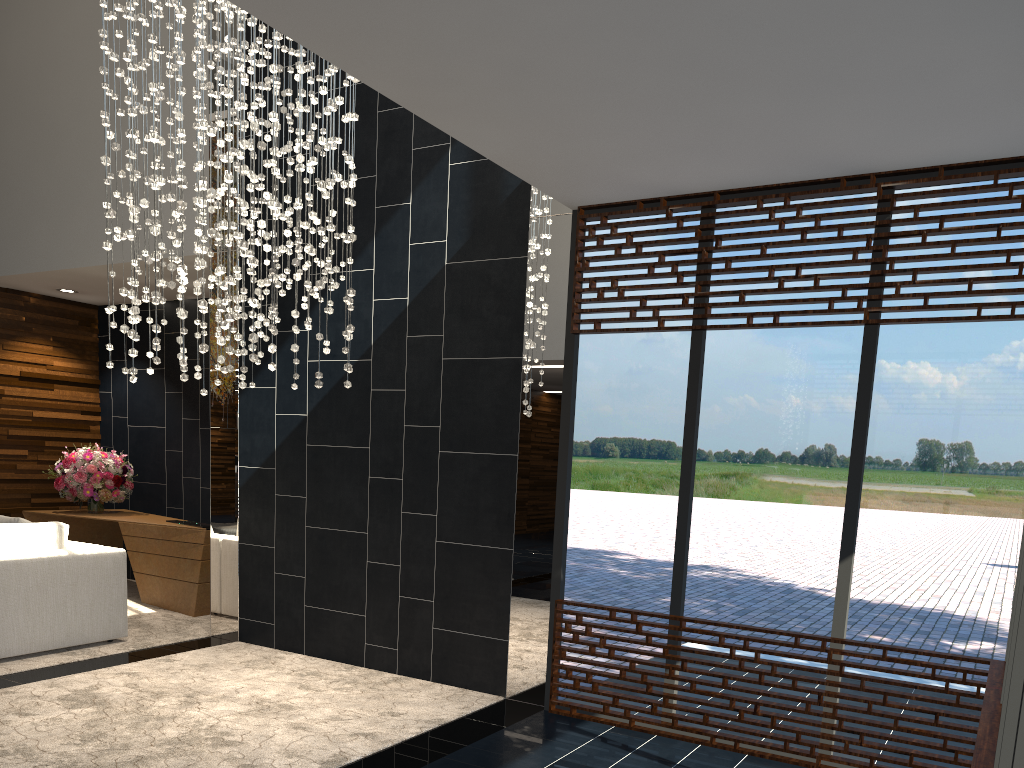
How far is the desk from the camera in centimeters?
715cm

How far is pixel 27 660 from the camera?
5.4m

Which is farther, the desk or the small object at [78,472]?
the small object at [78,472]

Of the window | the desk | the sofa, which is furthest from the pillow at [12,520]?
the window

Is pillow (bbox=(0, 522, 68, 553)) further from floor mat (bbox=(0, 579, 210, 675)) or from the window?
the window

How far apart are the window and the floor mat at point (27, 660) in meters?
2.9 m

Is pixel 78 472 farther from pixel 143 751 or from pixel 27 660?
pixel 143 751

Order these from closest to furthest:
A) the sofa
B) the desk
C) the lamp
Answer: the lamp < the sofa < the desk

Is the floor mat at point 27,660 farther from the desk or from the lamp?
the lamp

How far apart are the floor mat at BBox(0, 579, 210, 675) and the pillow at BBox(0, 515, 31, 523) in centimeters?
111cm
